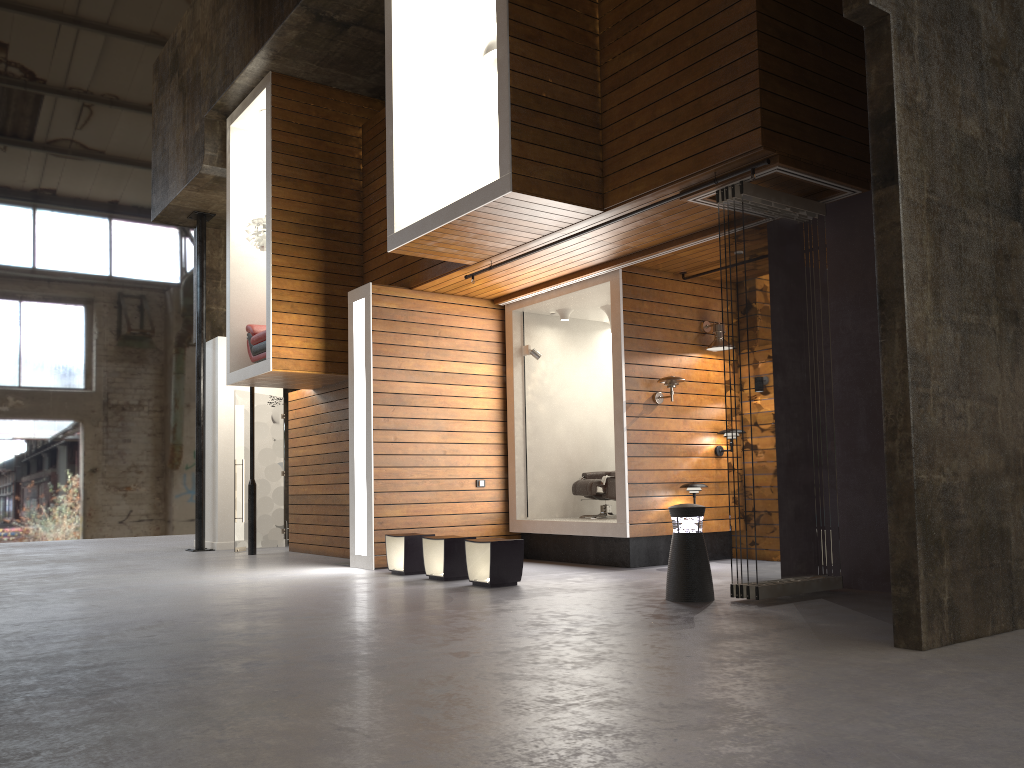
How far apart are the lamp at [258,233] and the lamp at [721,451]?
6.0 meters

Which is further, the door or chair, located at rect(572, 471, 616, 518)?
the door

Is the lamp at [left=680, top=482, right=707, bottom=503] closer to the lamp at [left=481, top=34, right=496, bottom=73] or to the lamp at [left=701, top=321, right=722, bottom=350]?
the lamp at [left=701, top=321, right=722, bottom=350]

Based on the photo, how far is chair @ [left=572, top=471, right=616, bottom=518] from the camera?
10.0 meters

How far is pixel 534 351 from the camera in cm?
1034

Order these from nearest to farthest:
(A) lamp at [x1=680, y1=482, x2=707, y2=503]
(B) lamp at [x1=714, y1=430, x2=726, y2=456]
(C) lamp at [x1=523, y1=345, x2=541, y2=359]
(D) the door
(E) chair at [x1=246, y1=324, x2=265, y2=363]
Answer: (A) lamp at [x1=680, y1=482, x2=707, y2=503] < (B) lamp at [x1=714, y1=430, x2=726, y2=456] < (C) lamp at [x1=523, y1=345, x2=541, y2=359] < (E) chair at [x1=246, y1=324, x2=265, y2=363] < (D) the door

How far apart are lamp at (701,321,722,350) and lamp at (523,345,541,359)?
1.9m

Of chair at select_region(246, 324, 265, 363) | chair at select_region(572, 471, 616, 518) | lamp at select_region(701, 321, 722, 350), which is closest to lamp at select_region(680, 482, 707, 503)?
chair at select_region(572, 471, 616, 518)

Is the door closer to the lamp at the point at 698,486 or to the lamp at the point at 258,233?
the lamp at the point at 258,233

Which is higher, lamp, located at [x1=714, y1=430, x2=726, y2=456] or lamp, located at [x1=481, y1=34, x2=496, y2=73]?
lamp, located at [x1=481, y1=34, x2=496, y2=73]
